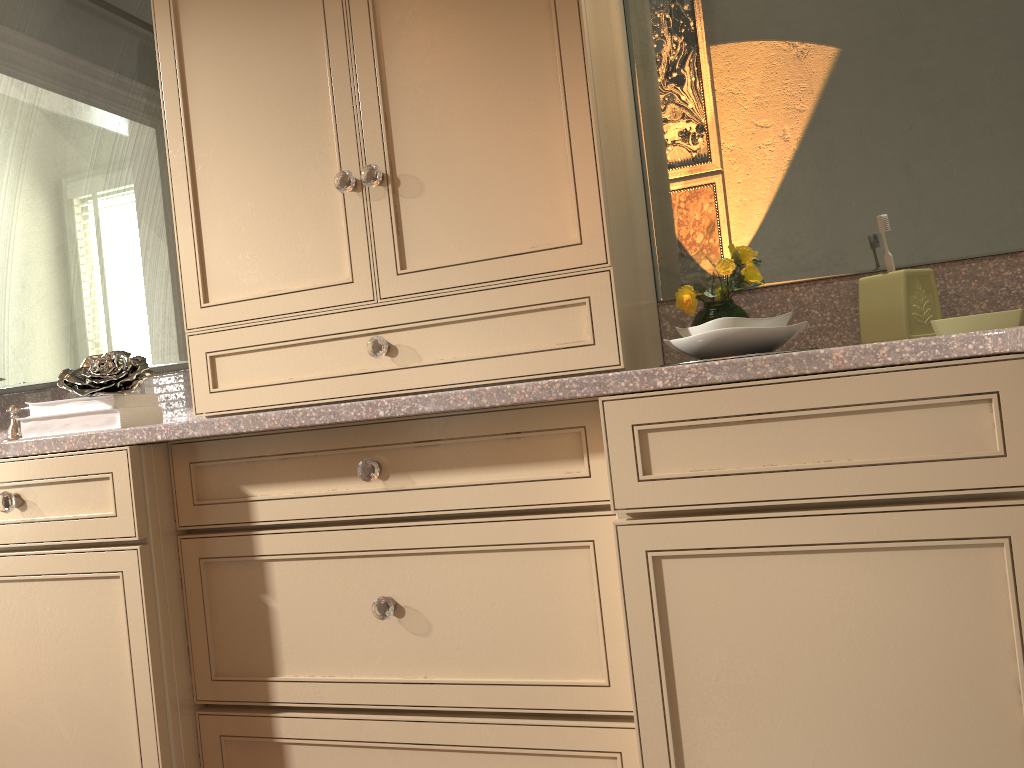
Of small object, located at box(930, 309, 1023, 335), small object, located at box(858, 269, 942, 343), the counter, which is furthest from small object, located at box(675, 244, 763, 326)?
small object, located at box(930, 309, 1023, 335)

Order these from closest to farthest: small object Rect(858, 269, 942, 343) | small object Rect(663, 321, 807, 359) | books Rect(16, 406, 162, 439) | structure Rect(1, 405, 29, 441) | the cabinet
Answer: the cabinet, small object Rect(663, 321, 807, 359), small object Rect(858, 269, 942, 343), books Rect(16, 406, 162, 439), structure Rect(1, 405, 29, 441)

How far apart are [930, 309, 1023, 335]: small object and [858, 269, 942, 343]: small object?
0.08m

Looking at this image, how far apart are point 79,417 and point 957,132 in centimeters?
161cm

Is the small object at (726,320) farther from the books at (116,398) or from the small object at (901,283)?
the books at (116,398)

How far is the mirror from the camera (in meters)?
1.51

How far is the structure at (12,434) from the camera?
2.0 meters

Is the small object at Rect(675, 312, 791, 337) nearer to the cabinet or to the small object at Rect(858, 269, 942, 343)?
the cabinet

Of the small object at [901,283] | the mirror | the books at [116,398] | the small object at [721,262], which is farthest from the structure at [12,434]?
the small object at [901,283]

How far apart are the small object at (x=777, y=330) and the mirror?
0.3m
